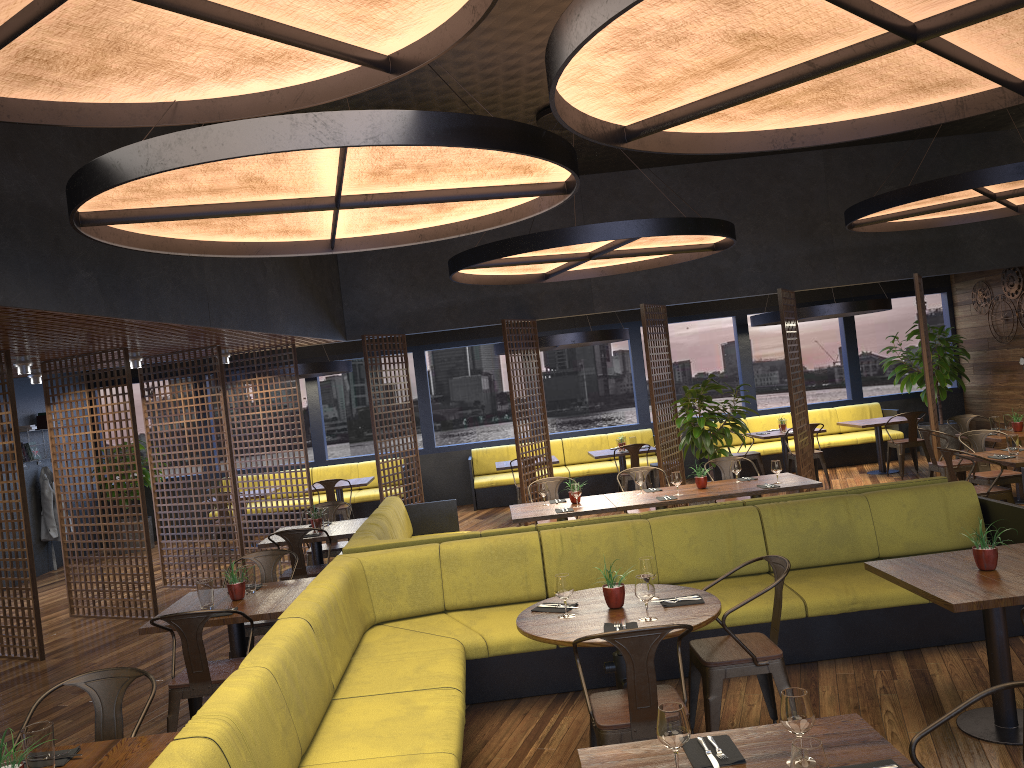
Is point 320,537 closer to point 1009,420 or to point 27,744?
point 27,744

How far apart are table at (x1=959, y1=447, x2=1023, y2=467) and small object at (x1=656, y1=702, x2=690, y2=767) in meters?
6.3

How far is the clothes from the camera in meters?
12.4 m

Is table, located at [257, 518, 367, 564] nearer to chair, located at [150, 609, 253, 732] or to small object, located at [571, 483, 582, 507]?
small object, located at [571, 483, 582, 507]

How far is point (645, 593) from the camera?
4.1 meters

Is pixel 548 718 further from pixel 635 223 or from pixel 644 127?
pixel 635 223

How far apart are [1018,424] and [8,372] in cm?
1013

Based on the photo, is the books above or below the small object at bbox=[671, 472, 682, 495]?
above

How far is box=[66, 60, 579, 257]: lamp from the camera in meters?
3.7

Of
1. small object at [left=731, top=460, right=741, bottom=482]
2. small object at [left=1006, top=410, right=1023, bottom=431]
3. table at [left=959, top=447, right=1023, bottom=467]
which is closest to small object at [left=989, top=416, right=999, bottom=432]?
small object at [left=1006, top=410, right=1023, bottom=431]
